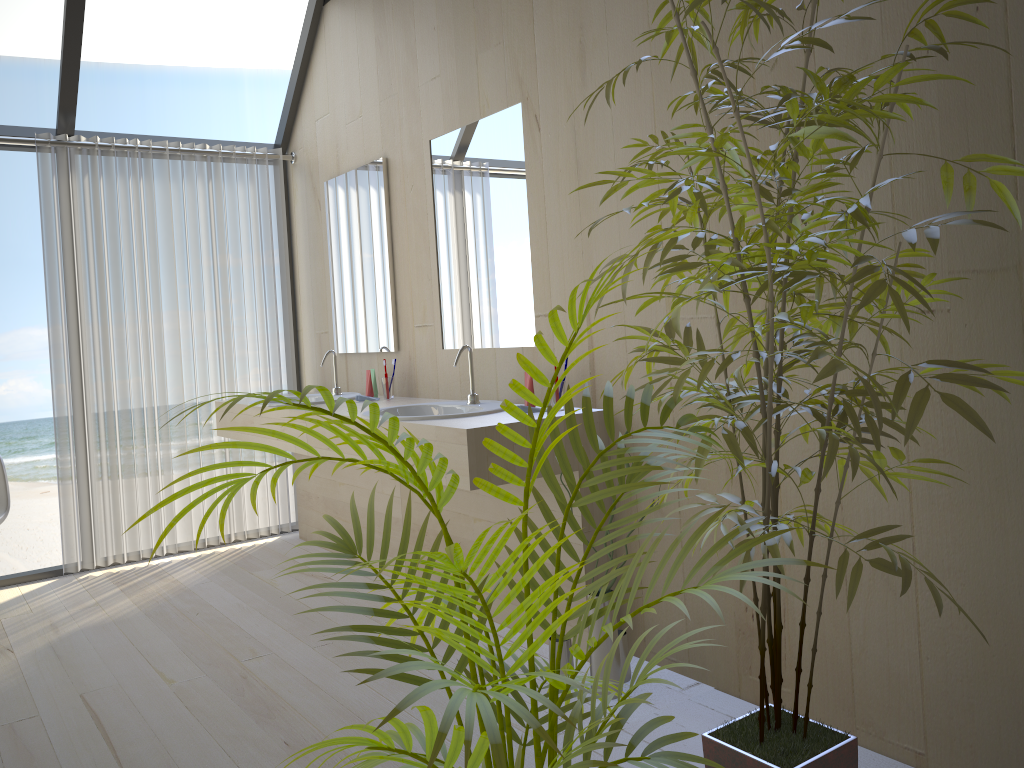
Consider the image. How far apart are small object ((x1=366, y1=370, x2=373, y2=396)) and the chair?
1.6m

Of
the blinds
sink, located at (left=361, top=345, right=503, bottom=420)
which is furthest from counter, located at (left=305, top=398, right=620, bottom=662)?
the blinds

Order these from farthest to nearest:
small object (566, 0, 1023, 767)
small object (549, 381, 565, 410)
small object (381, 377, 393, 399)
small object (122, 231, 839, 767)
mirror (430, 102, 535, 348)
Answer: small object (381, 377, 393, 399)
mirror (430, 102, 535, 348)
small object (549, 381, 565, 410)
small object (566, 0, 1023, 767)
small object (122, 231, 839, 767)

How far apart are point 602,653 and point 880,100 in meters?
1.7 m

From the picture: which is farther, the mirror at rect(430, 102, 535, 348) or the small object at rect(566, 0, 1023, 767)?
the mirror at rect(430, 102, 535, 348)

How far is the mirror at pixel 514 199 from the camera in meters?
3.2

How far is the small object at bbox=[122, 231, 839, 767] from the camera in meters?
1.0 m

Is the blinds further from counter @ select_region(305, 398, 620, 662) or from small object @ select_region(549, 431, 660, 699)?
small object @ select_region(549, 431, 660, 699)

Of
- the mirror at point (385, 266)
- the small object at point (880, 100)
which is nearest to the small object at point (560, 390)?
the small object at point (880, 100)

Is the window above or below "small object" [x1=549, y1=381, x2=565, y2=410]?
above
